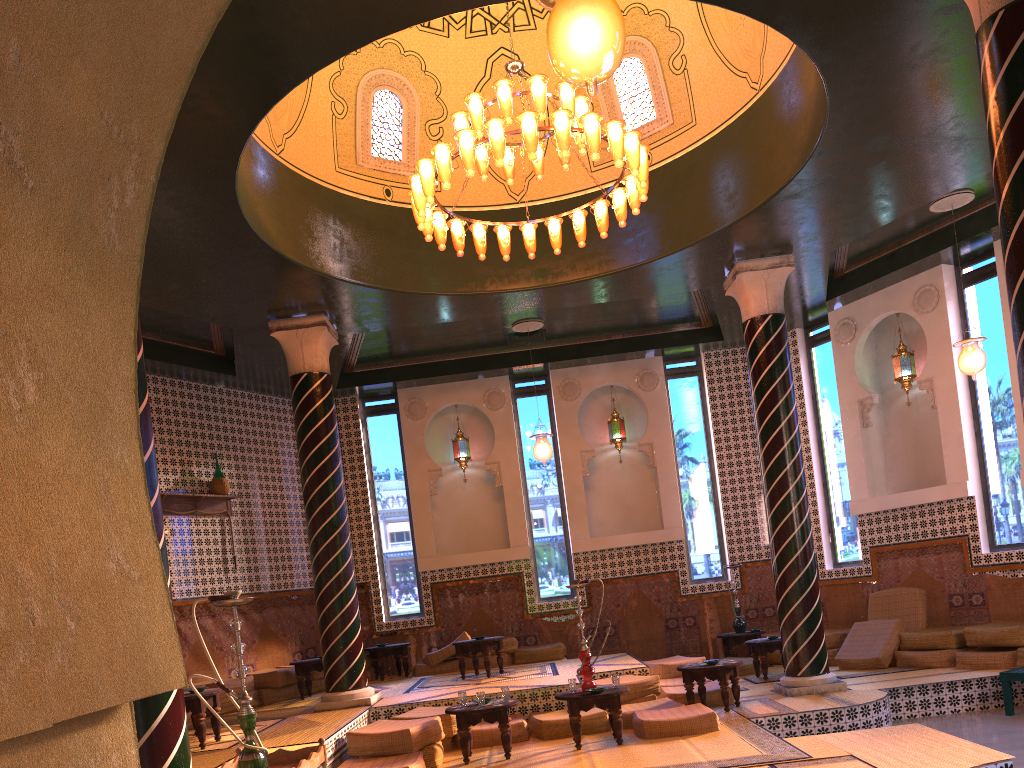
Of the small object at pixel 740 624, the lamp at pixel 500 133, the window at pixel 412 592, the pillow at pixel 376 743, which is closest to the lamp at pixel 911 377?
the small object at pixel 740 624

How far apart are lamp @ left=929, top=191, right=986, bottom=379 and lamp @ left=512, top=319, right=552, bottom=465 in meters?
6.0 m

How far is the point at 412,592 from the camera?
15.87m

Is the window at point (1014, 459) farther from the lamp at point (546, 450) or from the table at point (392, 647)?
the table at point (392, 647)

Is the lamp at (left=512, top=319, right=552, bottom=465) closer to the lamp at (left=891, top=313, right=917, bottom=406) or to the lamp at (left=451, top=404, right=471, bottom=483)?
the lamp at (left=451, top=404, right=471, bottom=483)

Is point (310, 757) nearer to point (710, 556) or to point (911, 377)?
point (710, 556)

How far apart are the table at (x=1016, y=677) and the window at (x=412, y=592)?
9.3 meters

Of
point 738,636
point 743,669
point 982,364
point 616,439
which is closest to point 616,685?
point 743,669

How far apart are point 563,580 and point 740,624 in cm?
320

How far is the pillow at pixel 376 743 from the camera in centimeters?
860cm
